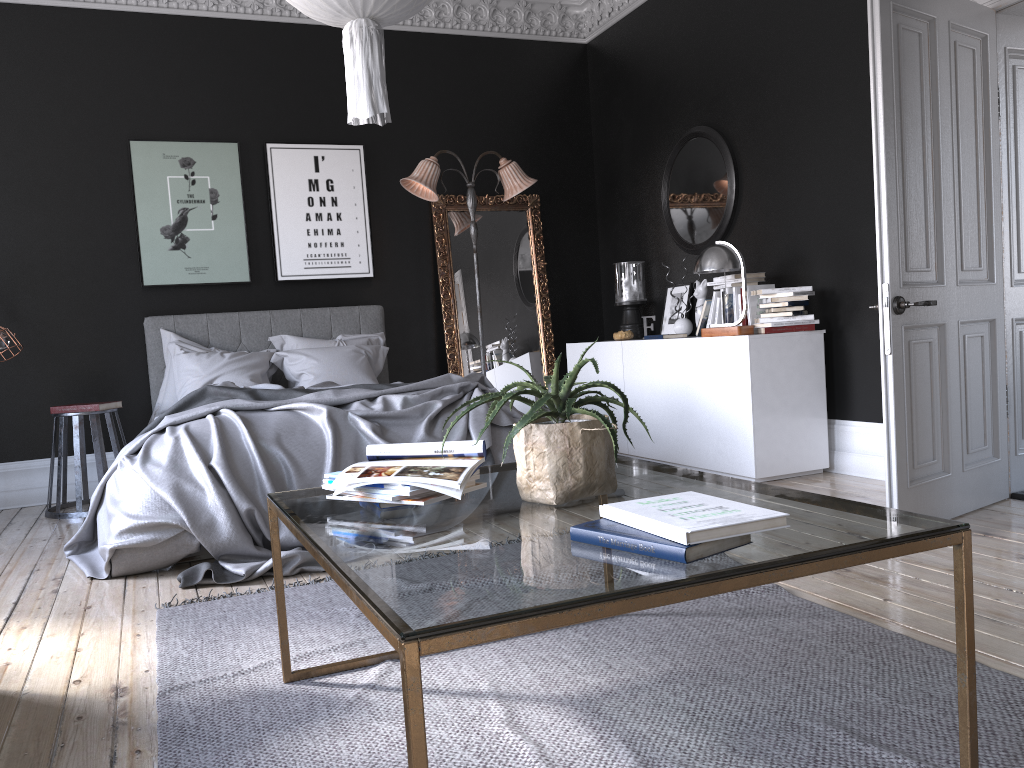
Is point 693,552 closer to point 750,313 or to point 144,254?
point 750,313

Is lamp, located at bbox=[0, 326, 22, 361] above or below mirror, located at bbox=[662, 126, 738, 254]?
below

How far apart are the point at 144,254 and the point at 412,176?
2.06m

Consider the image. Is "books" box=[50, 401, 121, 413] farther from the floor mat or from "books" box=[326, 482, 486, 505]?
"books" box=[326, 482, 486, 505]

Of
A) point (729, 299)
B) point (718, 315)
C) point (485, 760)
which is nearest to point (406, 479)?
point (485, 760)

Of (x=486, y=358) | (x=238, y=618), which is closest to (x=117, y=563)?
(x=238, y=618)

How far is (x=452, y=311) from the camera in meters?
7.4 m

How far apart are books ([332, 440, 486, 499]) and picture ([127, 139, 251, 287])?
4.87m

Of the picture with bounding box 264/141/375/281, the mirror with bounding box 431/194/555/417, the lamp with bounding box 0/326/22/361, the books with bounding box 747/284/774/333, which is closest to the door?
the books with bounding box 747/284/774/333

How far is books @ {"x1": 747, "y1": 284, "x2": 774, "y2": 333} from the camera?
5.6 meters
